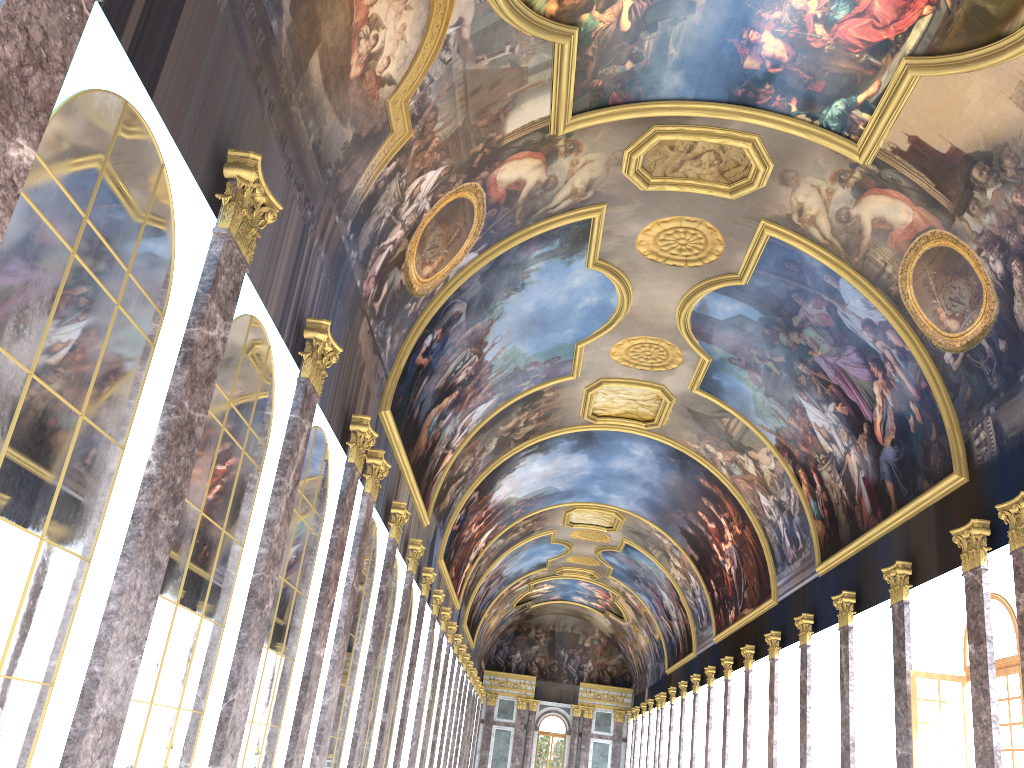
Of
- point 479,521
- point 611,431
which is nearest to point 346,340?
point 611,431

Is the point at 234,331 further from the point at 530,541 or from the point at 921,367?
the point at 530,541
